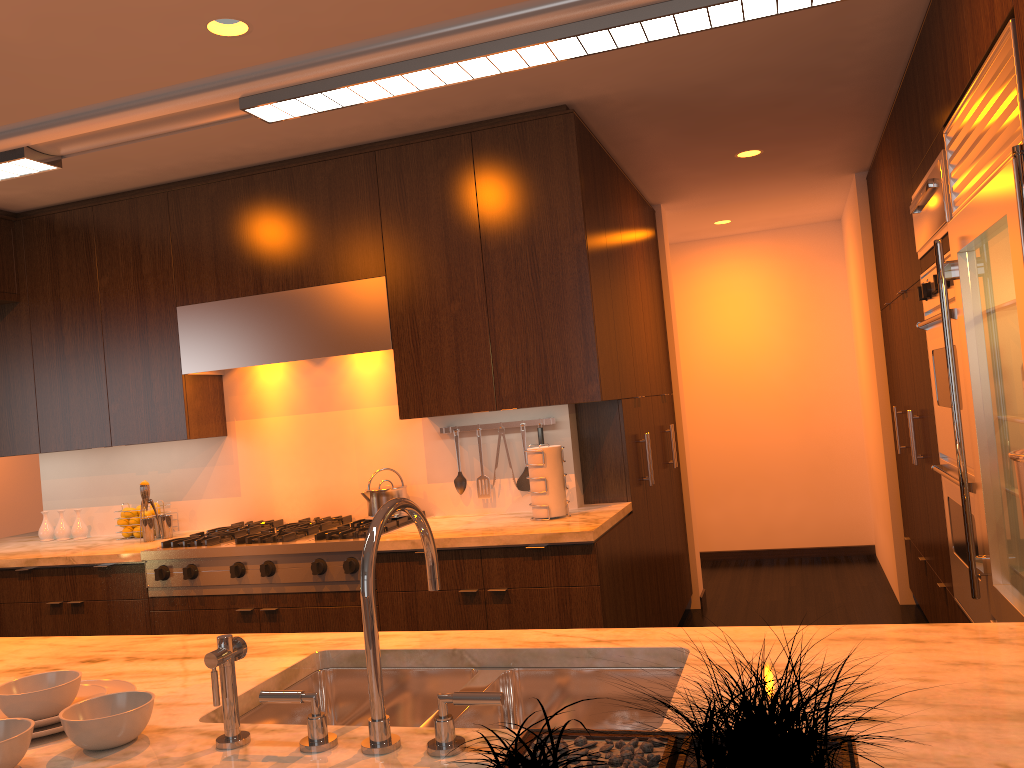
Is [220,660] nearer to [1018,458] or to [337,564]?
[1018,458]

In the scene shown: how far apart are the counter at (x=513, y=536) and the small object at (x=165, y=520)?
0.08m

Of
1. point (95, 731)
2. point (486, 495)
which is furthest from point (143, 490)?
point (95, 731)

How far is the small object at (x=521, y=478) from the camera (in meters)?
3.92

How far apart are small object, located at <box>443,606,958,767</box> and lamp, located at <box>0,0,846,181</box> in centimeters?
77cm

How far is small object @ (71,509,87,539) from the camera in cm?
452

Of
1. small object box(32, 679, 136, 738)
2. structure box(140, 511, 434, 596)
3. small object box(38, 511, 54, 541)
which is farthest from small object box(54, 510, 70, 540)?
small object box(32, 679, 136, 738)

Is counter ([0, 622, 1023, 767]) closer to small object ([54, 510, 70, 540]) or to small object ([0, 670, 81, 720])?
small object ([0, 670, 81, 720])

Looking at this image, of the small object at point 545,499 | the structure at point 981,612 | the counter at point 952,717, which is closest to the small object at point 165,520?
the small object at point 545,499

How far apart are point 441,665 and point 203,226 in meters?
3.0 m
